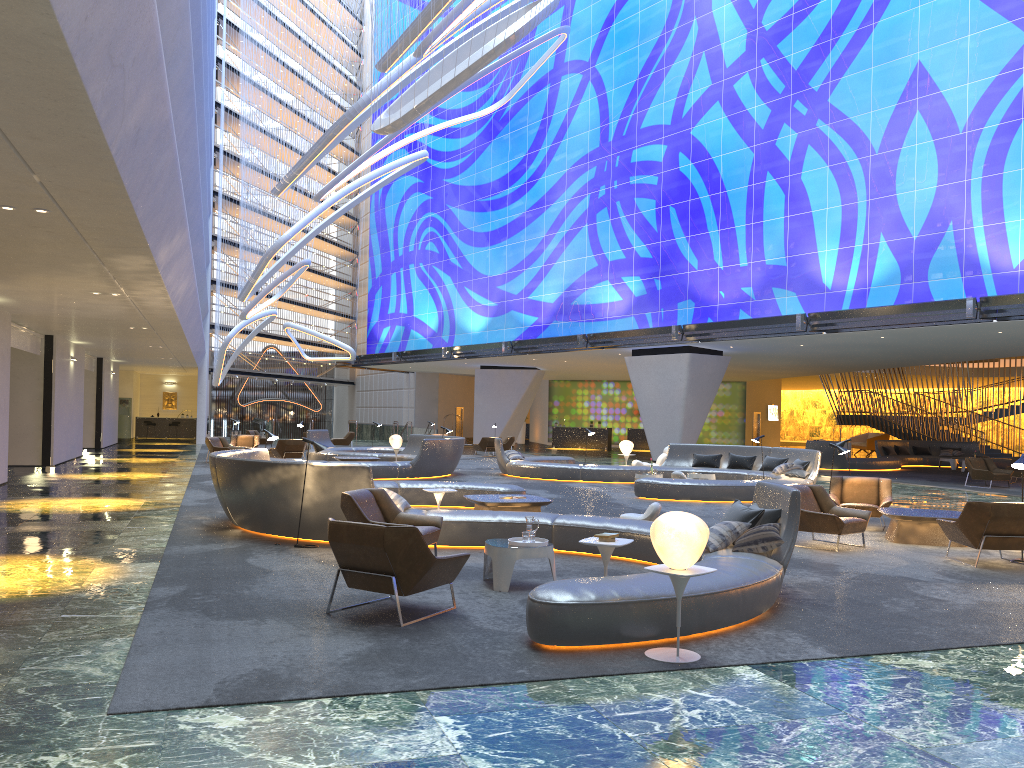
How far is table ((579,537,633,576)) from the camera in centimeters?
697cm

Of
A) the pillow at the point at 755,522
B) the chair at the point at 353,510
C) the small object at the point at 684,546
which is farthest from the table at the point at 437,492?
the small object at the point at 684,546

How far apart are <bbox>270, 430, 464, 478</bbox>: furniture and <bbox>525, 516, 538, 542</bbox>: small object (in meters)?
12.95

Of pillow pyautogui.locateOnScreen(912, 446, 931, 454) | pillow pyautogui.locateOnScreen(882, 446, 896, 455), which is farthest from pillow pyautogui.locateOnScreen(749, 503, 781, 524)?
pillow pyautogui.locateOnScreen(912, 446, 931, 454)

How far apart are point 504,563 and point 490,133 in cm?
3658

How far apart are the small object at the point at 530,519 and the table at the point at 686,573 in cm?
248

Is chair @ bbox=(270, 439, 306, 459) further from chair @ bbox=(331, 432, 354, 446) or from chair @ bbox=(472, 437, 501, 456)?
chair @ bbox=(331, 432, 354, 446)

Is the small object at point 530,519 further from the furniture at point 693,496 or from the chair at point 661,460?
the chair at point 661,460

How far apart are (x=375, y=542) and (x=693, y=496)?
11.47m

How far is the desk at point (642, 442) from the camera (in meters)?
45.56
